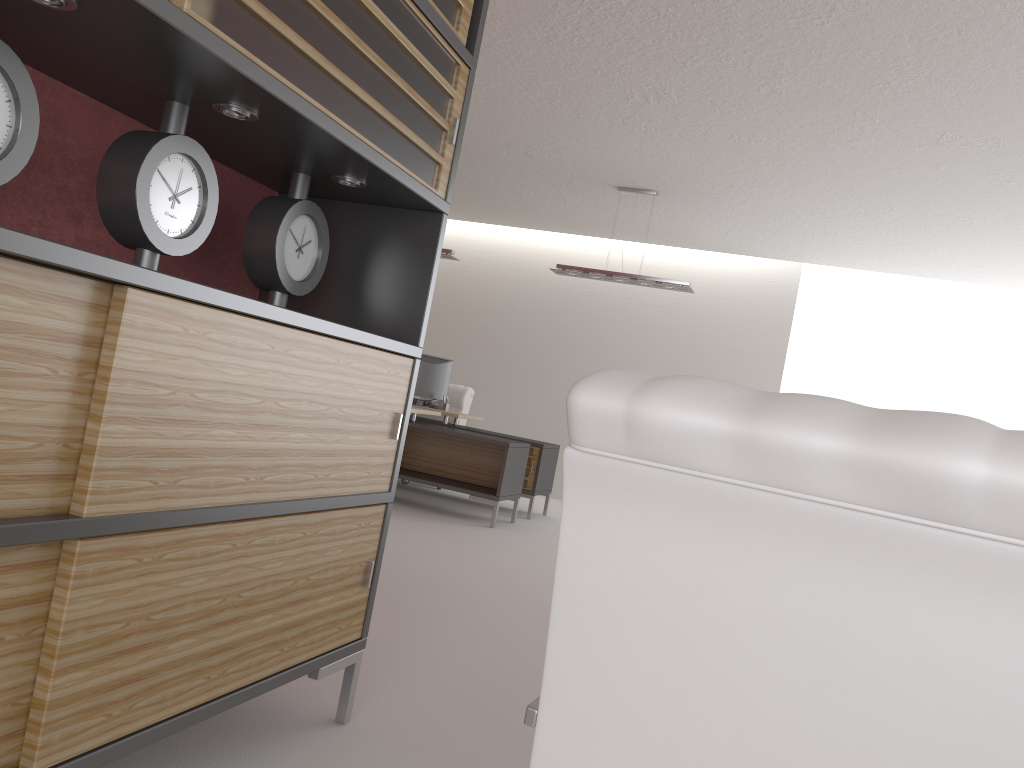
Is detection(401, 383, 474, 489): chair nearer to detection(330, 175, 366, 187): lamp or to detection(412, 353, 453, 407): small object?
detection(412, 353, 453, 407): small object

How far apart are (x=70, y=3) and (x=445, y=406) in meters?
11.0

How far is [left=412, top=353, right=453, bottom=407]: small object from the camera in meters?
13.2 m

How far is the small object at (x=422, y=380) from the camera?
13.2 meters

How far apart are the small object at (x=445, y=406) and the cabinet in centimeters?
896cm

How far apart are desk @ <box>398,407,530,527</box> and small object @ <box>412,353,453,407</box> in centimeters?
125cm

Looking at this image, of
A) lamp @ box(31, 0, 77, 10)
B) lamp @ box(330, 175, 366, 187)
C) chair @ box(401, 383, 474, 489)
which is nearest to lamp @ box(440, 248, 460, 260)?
chair @ box(401, 383, 474, 489)

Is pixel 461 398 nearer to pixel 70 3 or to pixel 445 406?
pixel 445 406

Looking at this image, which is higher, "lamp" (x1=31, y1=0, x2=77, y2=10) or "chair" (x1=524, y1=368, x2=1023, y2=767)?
"lamp" (x1=31, y1=0, x2=77, y2=10)

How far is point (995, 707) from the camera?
1.3 meters
